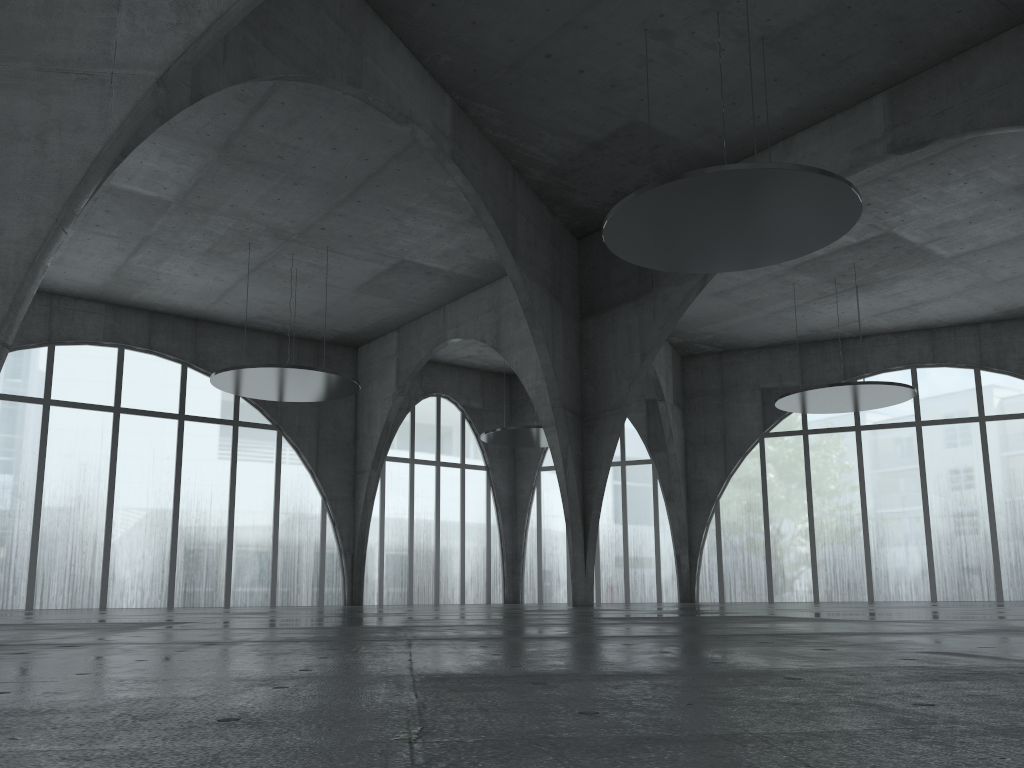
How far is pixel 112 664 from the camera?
7.8m
